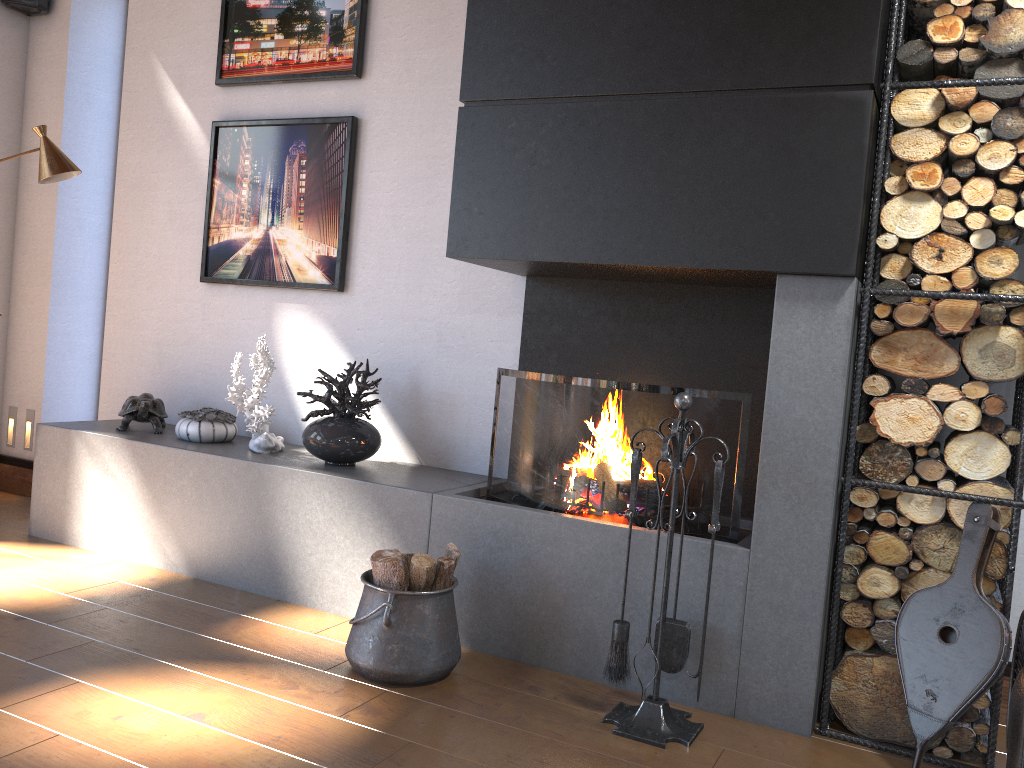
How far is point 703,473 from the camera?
3.00m

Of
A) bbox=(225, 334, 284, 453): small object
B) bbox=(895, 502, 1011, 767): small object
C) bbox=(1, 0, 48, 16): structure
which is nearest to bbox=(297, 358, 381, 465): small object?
bbox=(225, 334, 284, 453): small object

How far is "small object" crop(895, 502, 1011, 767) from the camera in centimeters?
239cm

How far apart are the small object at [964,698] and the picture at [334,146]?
2.7m

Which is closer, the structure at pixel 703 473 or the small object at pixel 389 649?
the small object at pixel 389 649

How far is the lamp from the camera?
3.9 meters

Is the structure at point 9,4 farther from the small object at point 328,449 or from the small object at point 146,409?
the small object at point 328,449

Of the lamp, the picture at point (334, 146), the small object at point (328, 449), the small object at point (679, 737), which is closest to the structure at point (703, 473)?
the small object at point (679, 737)

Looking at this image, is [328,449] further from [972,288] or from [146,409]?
[972,288]

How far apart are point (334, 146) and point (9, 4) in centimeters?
236cm
